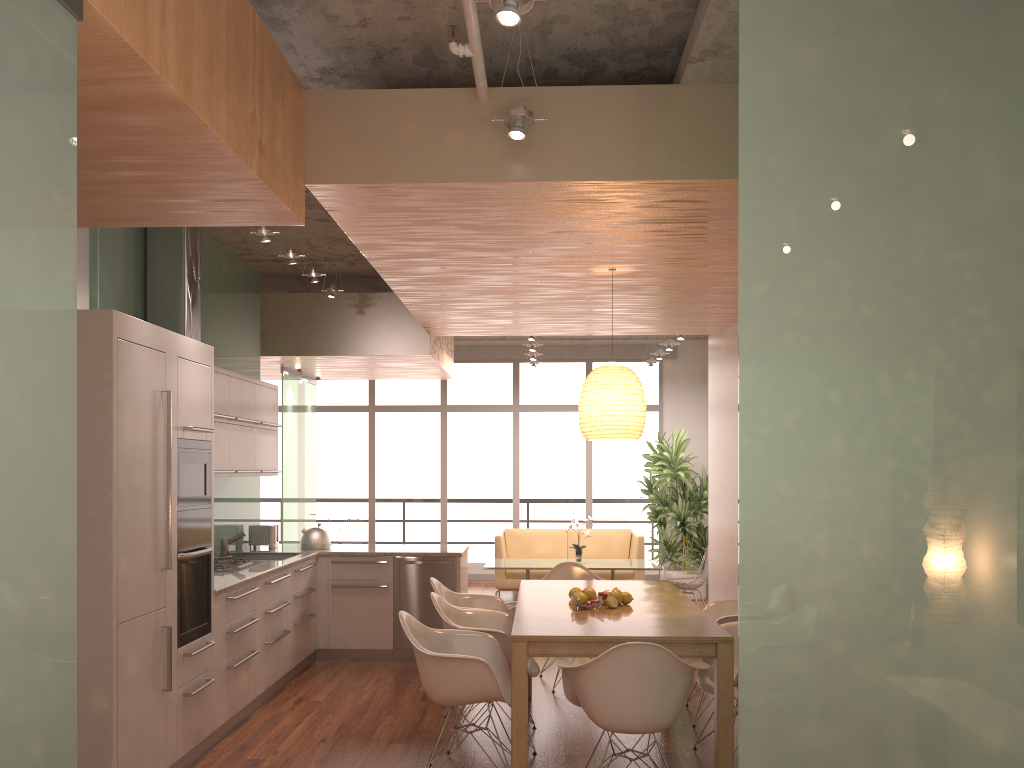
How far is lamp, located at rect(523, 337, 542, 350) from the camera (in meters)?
10.01

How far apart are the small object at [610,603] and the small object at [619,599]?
0.1m

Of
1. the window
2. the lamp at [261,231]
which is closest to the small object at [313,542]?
the lamp at [261,231]

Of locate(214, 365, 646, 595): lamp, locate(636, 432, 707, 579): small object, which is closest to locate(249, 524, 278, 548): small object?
locate(214, 365, 646, 595): lamp

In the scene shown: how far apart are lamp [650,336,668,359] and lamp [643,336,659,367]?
0.78m

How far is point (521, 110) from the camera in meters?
3.6 m

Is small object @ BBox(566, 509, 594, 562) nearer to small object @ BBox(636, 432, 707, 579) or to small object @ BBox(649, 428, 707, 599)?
small object @ BBox(649, 428, 707, 599)

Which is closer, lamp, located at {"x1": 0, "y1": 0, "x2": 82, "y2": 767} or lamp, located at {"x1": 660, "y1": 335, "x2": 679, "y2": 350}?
lamp, located at {"x1": 0, "y1": 0, "x2": 82, "y2": 767}

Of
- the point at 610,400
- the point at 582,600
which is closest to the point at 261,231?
the point at 610,400

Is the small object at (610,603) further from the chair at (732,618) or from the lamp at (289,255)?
the lamp at (289,255)
